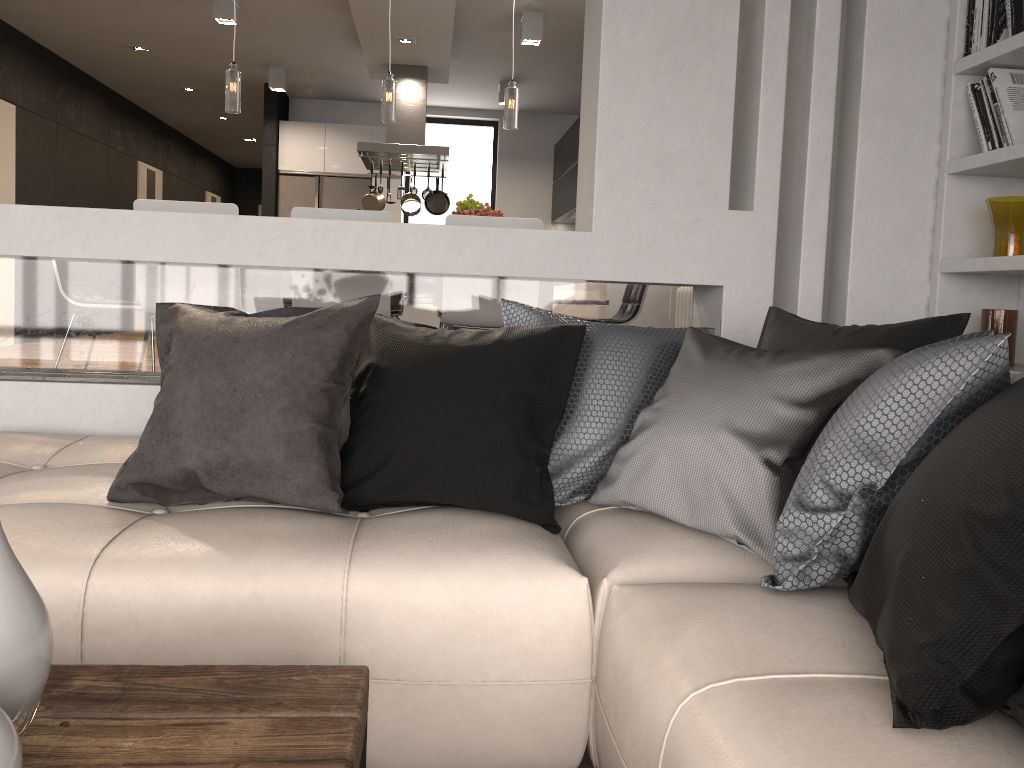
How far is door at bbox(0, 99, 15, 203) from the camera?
Result: 7.58m

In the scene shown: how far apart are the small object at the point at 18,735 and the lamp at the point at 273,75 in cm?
855

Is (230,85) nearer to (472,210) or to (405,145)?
(472,210)

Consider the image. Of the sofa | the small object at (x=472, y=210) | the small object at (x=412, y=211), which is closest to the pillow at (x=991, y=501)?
the sofa

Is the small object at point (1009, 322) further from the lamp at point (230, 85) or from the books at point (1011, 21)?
the lamp at point (230, 85)

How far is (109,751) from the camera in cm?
99

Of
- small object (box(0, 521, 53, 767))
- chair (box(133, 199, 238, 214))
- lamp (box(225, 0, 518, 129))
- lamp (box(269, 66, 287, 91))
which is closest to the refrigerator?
lamp (box(269, 66, 287, 91))

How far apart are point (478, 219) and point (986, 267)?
2.0 meters

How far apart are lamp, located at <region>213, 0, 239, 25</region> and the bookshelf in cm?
516

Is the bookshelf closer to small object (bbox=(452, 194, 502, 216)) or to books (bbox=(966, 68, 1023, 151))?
books (bbox=(966, 68, 1023, 151))
